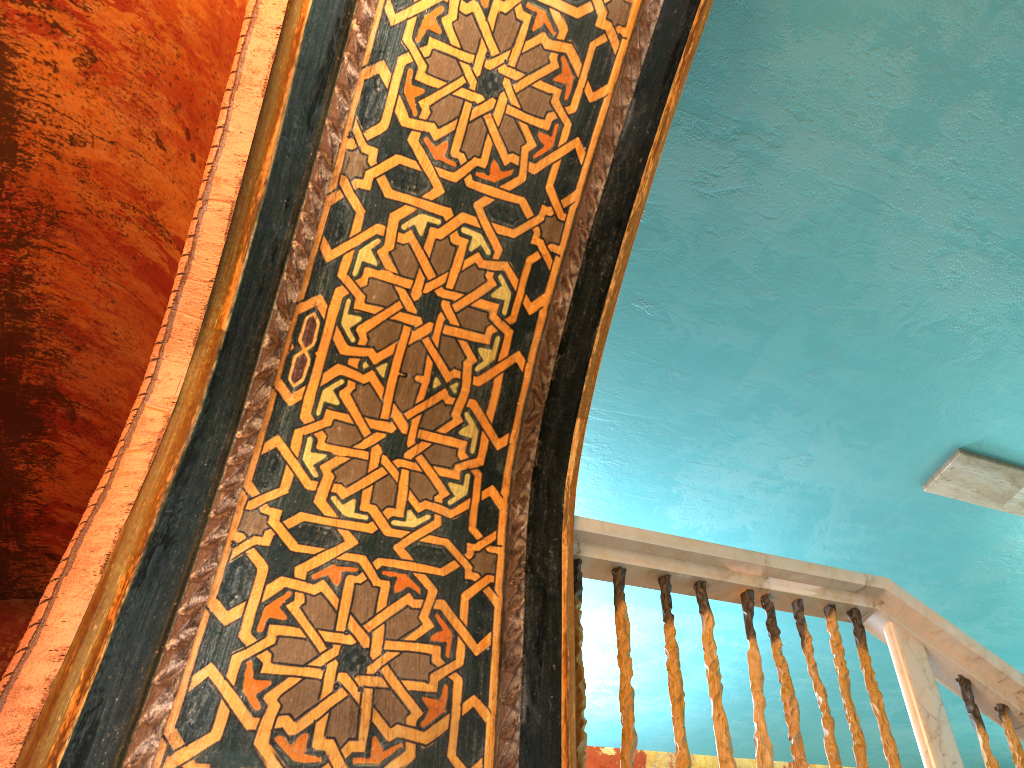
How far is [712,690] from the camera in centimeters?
255cm

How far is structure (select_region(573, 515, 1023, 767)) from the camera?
2.5 meters

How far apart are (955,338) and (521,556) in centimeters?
252cm

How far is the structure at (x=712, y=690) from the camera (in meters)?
2.55
